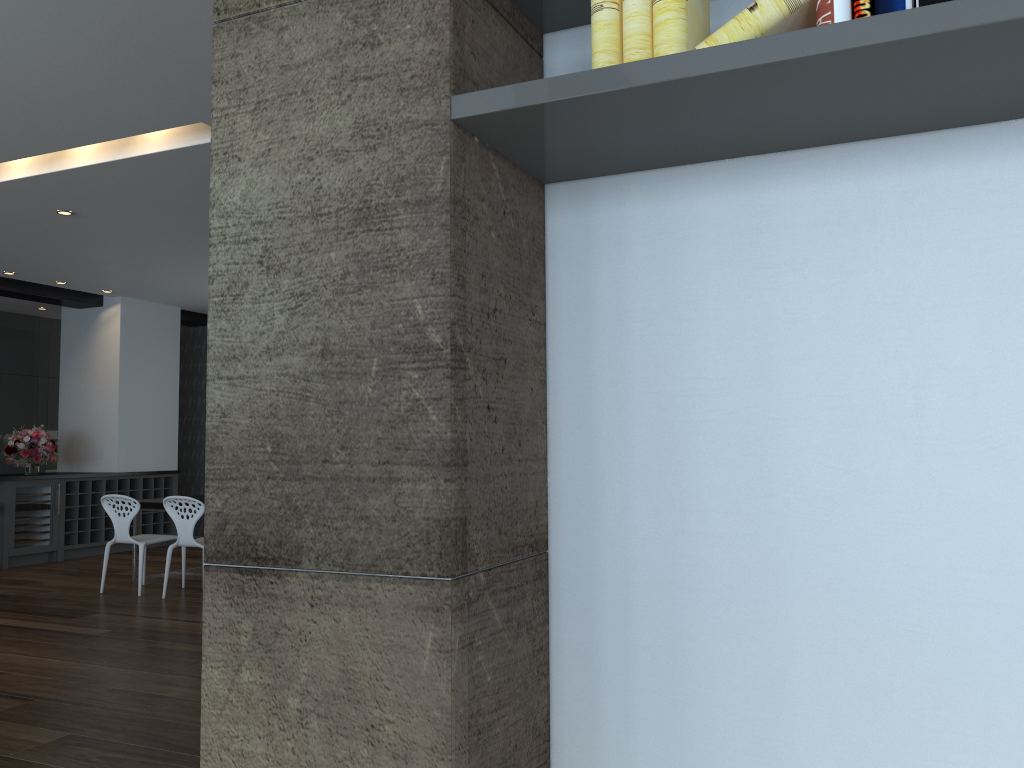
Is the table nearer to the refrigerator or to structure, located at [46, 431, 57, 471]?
the refrigerator

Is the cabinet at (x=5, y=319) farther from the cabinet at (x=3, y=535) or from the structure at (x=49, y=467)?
the cabinet at (x=3, y=535)

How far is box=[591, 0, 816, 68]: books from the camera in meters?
1.3

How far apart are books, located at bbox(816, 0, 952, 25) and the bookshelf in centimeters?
5cm

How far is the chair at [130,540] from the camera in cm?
737

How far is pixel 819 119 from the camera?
1.46m

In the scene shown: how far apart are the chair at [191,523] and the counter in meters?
2.9 m

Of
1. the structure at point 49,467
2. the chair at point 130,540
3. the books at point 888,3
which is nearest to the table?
the chair at point 130,540

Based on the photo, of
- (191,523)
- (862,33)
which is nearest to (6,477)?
(191,523)

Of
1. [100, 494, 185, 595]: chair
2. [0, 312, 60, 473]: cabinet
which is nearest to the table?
[100, 494, 185, 595]: chair
